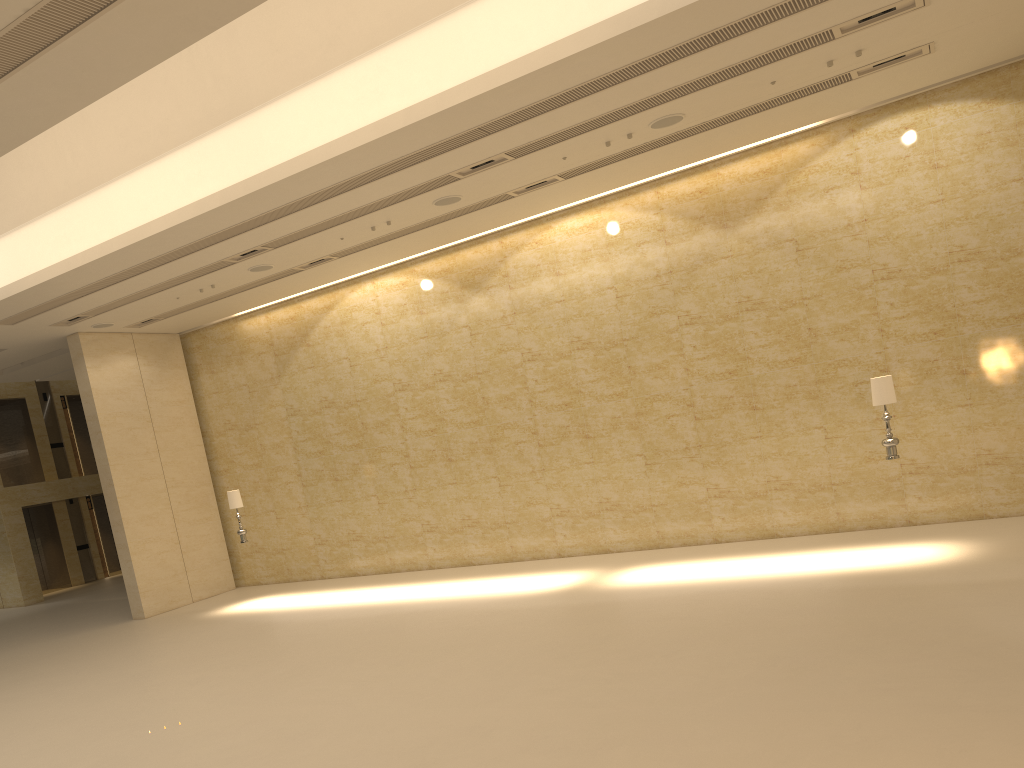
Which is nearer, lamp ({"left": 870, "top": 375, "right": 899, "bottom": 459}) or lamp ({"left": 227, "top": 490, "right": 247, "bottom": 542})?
lamp ({"left": 870, "top": 375, "right": 899, "bottom": 459})

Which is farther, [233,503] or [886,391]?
[233,503]

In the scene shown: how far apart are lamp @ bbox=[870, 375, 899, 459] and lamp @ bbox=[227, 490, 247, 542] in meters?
11.1

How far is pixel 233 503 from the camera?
16.2m

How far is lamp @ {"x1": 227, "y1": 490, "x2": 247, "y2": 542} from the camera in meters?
16.2

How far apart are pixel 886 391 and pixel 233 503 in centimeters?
1135cm

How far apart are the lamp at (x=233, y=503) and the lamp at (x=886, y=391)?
11.1 meters

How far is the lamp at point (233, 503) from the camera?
16.2m

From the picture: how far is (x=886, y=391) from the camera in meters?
11.2

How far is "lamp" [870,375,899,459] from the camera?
11.18m
